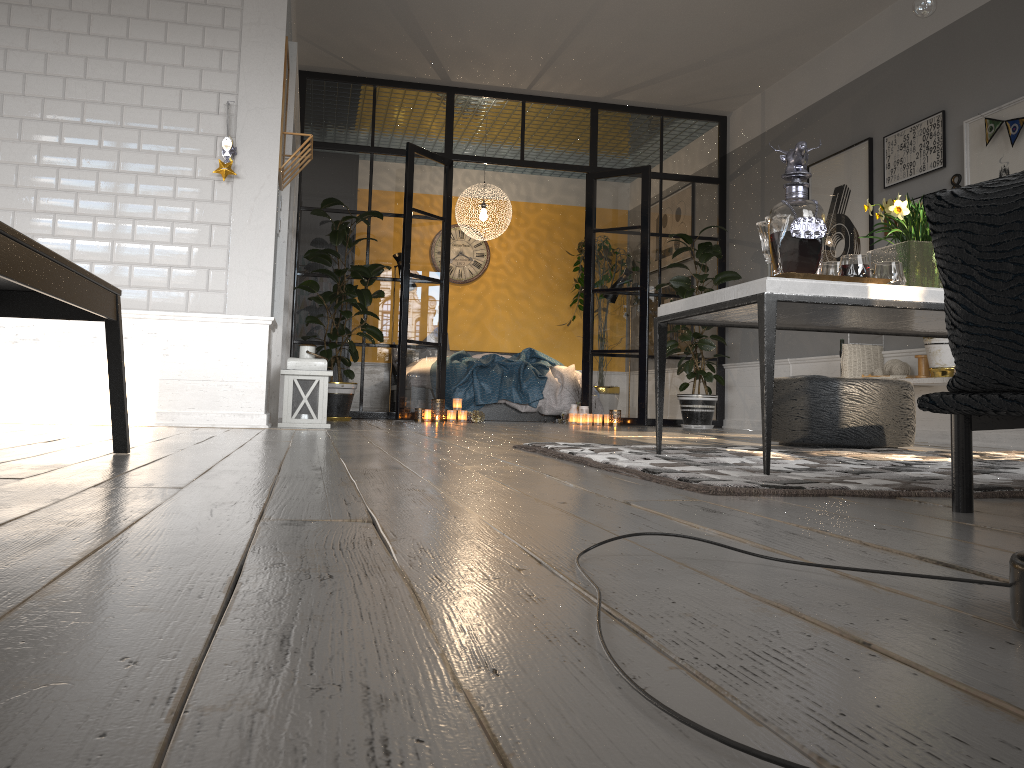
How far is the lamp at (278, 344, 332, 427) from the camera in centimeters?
496cm

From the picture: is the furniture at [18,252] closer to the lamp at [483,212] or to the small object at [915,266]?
the small object at [915,266]

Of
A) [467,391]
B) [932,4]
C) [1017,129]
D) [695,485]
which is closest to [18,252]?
[695,485]

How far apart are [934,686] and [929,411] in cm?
118

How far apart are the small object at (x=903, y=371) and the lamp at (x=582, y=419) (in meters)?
2.41

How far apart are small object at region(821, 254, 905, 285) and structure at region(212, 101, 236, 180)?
3.3m

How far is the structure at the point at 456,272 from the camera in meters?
10.5

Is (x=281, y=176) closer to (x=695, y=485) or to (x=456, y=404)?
(x=456, y=404)

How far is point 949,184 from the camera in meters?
5.4 m

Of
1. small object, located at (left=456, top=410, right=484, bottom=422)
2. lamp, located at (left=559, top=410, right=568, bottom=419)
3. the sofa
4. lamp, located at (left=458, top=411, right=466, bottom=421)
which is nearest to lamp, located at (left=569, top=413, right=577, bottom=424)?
lamp, located at (left=559, top=410, right=568, bottom=419)
